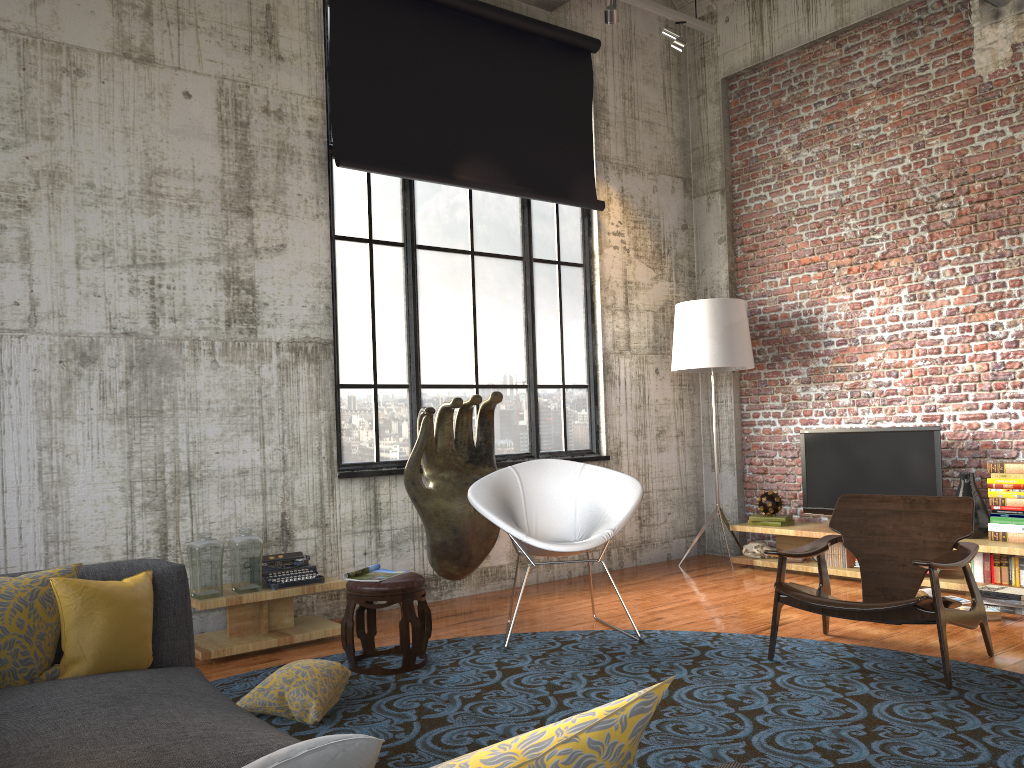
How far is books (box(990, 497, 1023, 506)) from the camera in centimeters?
589cm

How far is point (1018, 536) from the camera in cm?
589

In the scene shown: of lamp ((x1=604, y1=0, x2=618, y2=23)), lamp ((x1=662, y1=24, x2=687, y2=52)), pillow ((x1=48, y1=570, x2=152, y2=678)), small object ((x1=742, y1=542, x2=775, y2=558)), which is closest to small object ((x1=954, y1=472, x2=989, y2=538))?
small object ((x1=742, y1=542, x2=775, y2=558))

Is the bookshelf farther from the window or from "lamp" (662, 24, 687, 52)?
"lamp" (662, 24, 687, 52)

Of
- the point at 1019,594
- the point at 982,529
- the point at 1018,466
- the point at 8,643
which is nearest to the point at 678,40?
the point at 1018,466

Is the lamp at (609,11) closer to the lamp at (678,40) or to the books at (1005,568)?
the lamp at (678,40)

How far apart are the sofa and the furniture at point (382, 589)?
1.6 meters

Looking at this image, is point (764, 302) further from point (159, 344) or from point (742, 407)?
point (159, 344)

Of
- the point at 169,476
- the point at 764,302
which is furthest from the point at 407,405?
the point at 764,302

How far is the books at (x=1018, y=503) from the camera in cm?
589
